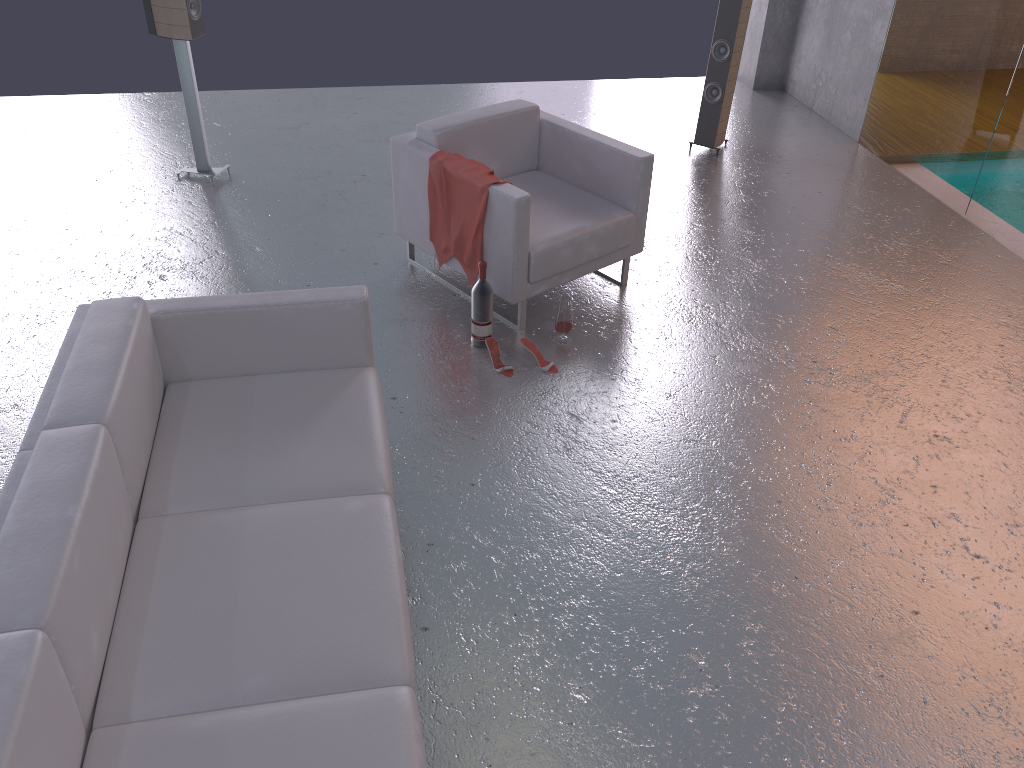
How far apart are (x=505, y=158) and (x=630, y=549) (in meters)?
2.46

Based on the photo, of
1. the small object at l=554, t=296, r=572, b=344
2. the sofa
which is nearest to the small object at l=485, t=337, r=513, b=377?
the small object at l=554, t=296, r=572, b=344

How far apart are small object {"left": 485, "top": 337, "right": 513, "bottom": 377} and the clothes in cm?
42

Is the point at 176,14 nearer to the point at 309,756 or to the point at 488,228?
the point at 488,228

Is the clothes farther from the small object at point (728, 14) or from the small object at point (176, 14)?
the small object at point (728, 14)

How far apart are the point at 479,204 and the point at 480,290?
0.4 meters

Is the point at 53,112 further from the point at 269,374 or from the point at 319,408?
the point at 319,408

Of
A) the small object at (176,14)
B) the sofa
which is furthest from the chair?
the small object at (176,14)

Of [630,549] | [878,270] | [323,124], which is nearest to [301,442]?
[630,549]

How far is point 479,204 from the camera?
4.2m
